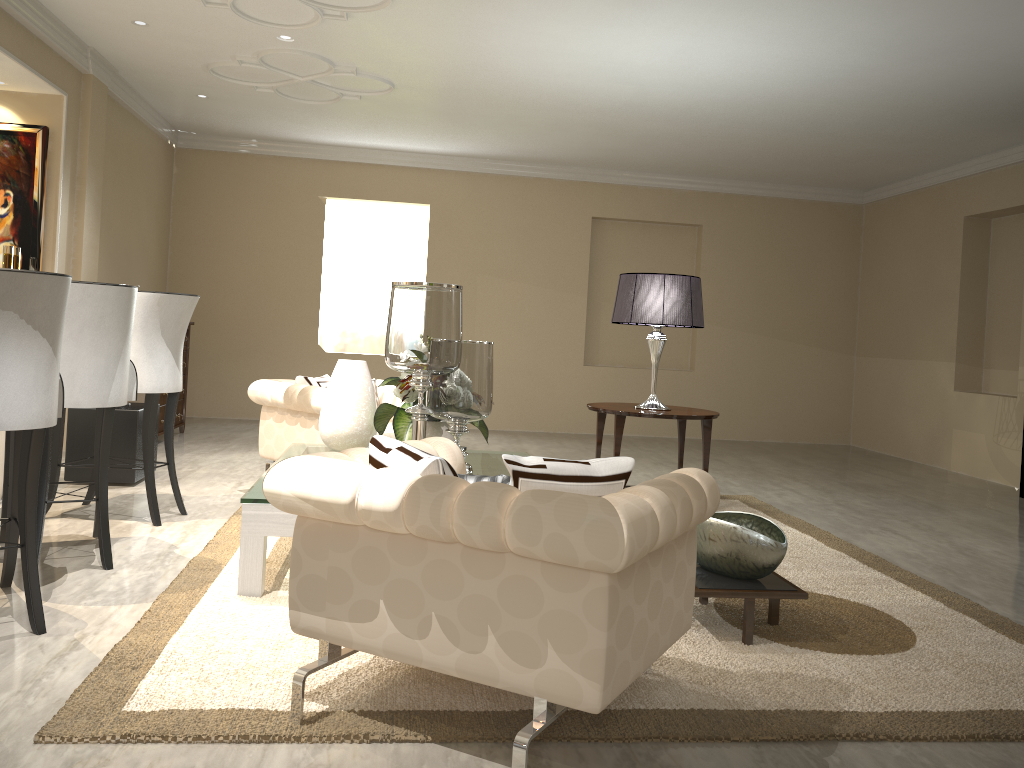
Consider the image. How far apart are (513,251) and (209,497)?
4.2 meters

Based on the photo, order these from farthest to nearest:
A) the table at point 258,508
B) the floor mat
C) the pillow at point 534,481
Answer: the table at point 258,508 → the floor mat → the pillow at point 534,481

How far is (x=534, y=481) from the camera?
1.8m

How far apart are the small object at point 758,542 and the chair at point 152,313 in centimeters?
219cm

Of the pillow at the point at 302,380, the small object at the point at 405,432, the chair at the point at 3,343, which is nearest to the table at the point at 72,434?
the pillow at the point at 302,380

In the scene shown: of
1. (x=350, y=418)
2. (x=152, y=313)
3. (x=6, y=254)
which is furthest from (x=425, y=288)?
(x=6, y=254)

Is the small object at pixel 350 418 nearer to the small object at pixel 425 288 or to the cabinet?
the small object at pixel 425 288

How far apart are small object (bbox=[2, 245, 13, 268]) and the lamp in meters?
2.8

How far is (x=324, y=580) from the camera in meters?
1.9 m

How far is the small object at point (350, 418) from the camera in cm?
371
